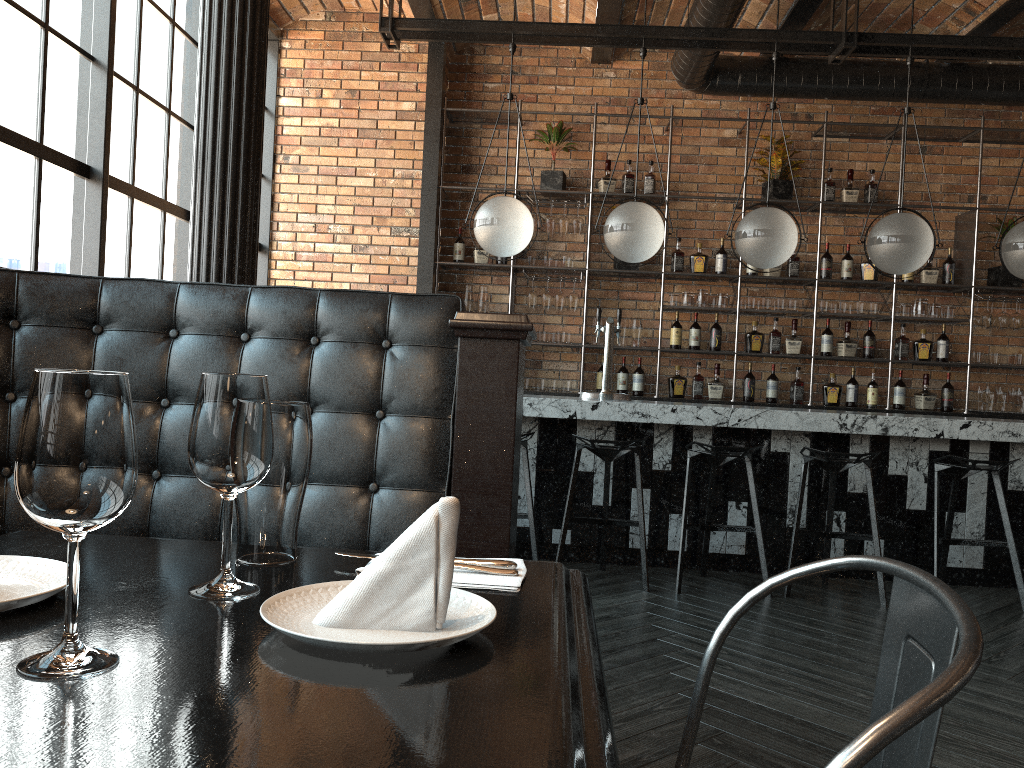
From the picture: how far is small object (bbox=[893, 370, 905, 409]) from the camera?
6.64m

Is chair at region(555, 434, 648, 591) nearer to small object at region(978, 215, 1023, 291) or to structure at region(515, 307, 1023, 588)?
structure at region(515, 307, 1023, 588)

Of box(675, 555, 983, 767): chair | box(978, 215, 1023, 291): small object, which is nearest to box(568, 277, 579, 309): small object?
box(978, 215, 1023, 291): small object

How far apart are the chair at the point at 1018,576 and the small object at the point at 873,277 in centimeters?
248cm

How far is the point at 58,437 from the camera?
0.7m

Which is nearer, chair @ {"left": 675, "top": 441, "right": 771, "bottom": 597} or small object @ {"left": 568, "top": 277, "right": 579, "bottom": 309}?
chair @ {"left": 675, "top": 441, "right": 771, "bottom": 597}

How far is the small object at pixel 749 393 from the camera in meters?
6.7 m

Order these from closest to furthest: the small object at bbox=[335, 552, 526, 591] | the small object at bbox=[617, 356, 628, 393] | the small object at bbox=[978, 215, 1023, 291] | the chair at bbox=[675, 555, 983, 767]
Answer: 1. the chair at bbox=[675, 555, 983, 767]
2. the small object at bbox=[335, 552, 526, 591]
3. the small object at bbox=[978, 215, 1023, 291]
4. the small object at bbox=[617, 356, 628, 393]

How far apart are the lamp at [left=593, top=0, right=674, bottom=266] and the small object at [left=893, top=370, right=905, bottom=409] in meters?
2.8 m

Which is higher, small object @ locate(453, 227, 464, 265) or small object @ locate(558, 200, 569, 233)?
small object @ locate(558, 200, 569, 233)
